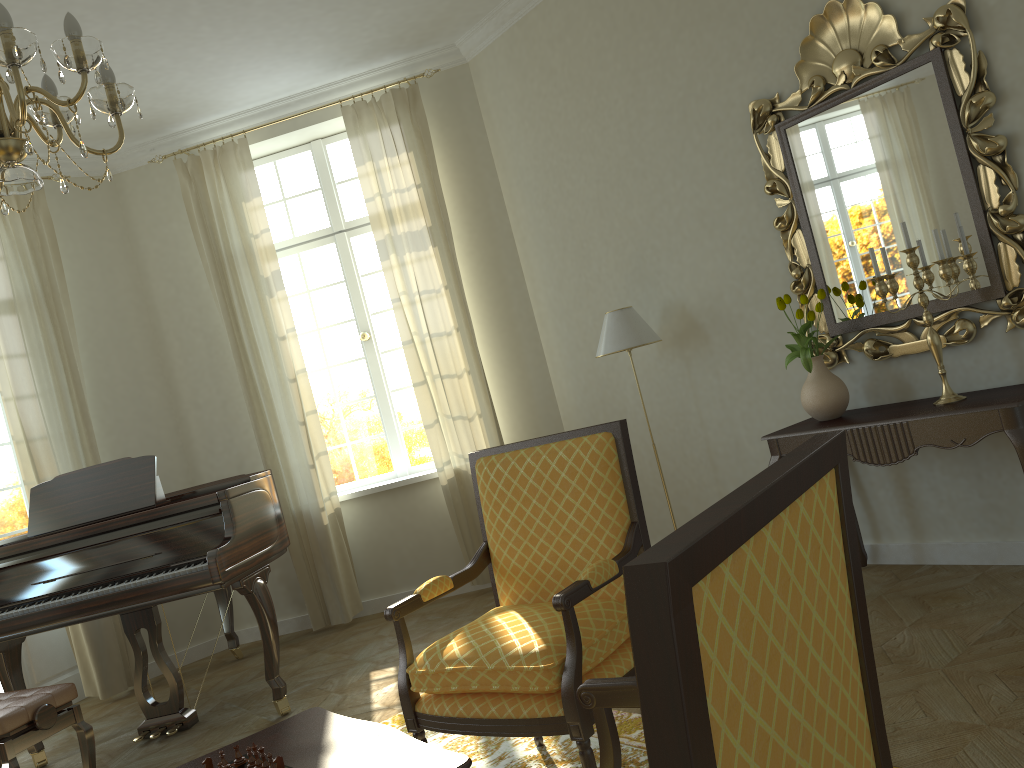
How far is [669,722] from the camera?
0.8 meters

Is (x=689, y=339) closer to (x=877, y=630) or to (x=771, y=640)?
(x=877, y=630)

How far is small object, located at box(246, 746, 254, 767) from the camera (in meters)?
2.24

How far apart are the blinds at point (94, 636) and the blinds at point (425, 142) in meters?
2.1 m

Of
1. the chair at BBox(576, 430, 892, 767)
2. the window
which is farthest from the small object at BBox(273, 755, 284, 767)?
the window

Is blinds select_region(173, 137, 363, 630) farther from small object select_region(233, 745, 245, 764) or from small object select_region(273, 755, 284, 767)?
small object select_region(273, 755, 284, 767)

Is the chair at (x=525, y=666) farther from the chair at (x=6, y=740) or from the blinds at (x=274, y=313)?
the blinds at (x=274, y=313)

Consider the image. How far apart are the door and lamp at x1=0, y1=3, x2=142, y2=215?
3.8m

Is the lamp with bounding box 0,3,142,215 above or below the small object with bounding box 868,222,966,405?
above

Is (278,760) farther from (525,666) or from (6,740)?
(6,740)
